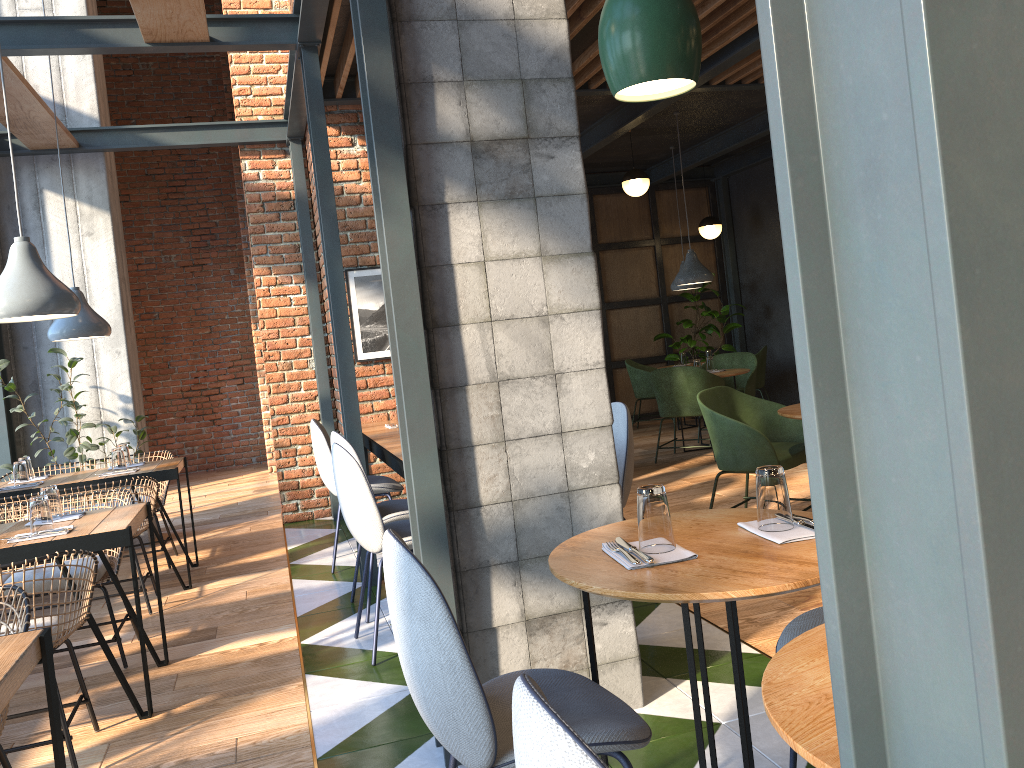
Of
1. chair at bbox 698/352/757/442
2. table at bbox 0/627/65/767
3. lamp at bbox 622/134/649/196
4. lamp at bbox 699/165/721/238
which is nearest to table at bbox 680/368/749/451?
chair at bbox 698/352/757/442

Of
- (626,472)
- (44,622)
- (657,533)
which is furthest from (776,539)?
(44,622)

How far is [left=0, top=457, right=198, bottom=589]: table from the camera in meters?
5.0 m

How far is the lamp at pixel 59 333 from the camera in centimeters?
521cm

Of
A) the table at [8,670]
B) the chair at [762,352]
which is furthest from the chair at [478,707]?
the chair at [762,352]

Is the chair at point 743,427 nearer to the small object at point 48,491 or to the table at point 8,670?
the small object at point 48,491

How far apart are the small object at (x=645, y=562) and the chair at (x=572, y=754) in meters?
0.8

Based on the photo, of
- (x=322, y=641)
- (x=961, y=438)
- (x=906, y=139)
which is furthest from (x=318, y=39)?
A: (x=961, y=438)

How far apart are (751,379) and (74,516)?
6.21m

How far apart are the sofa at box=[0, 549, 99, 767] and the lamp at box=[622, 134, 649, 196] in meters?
6.4 m
